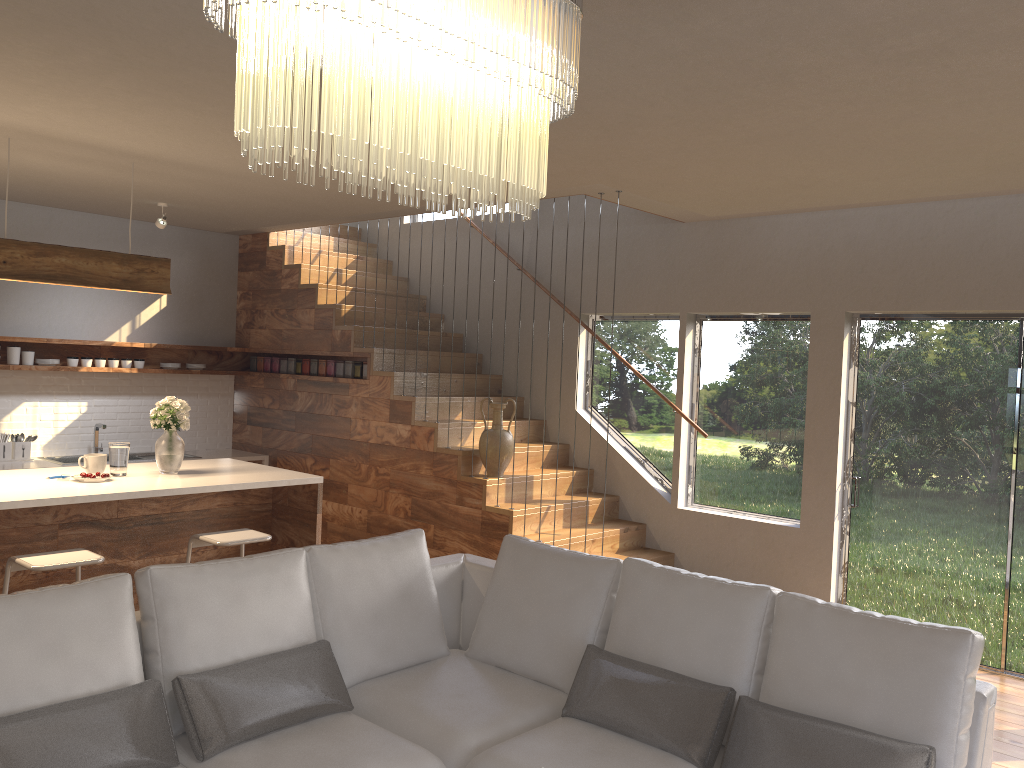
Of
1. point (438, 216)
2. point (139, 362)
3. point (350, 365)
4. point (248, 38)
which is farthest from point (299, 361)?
point (248, 38)

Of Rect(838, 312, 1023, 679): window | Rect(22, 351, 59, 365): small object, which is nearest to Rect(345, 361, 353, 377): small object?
Rect(22, 351, 59, 365): small object

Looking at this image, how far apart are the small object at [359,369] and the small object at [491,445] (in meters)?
1.43

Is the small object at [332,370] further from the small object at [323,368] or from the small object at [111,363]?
the small object at [111,363]

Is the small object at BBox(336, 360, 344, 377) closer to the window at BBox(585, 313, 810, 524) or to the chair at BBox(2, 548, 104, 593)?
the window at BBox(585, 313, 810, 524)

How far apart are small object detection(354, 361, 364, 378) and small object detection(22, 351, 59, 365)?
2.36m

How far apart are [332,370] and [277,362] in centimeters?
83cm

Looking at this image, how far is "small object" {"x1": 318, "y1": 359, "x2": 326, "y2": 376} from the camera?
7.5m

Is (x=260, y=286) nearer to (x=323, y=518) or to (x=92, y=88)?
(x=323, y=518)

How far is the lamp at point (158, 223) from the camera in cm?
631
